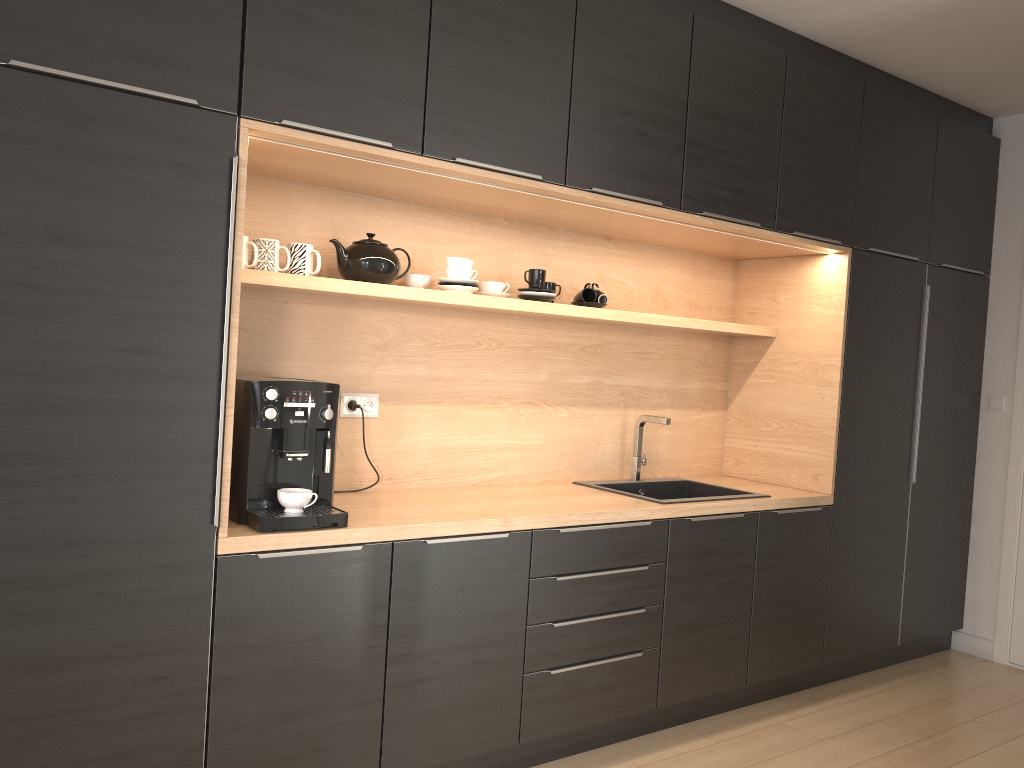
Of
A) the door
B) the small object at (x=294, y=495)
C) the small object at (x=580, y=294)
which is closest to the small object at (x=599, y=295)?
the small object at (x=580, y=294)

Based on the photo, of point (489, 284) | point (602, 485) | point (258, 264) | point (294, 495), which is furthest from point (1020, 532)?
point (258, 264)

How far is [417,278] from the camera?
3.05m

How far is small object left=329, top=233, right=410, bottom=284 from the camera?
2.8 meters

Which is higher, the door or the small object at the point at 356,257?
the small object at the point at 356,257

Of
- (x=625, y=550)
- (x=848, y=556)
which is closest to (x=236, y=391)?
(x=625, y=550)

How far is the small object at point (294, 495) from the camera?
2.4m

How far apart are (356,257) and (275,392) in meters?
0.6 m

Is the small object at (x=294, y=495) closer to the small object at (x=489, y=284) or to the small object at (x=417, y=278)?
the small object at (x=417, y=278)

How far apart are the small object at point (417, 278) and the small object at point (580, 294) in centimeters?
67cm
